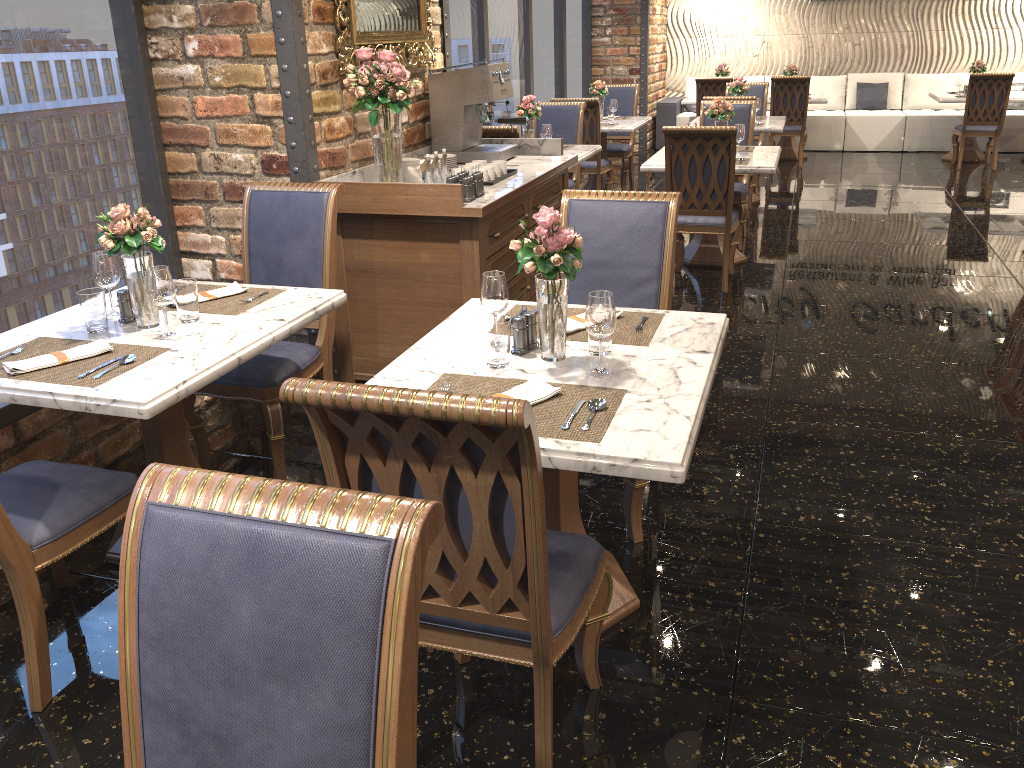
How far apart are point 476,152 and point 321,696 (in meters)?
4.15

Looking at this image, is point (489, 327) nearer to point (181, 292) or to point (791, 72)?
point (181, 292)

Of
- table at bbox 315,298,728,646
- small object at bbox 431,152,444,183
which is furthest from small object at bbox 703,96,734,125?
table at bbox 315,298,728,646

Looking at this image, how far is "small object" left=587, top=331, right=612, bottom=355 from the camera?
2.4m

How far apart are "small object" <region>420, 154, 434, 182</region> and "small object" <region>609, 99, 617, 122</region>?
5.0 meters

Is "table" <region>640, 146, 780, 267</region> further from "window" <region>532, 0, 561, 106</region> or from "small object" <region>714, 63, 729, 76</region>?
"small object" <region>714, 63, 729, 76</region>

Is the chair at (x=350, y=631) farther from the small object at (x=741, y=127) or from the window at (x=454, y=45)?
the window at (x=454, y=45)

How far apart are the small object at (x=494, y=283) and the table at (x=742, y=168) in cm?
360

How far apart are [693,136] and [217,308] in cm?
330

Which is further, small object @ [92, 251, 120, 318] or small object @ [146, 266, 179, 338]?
small object @ [92, 251, 120, 318]
